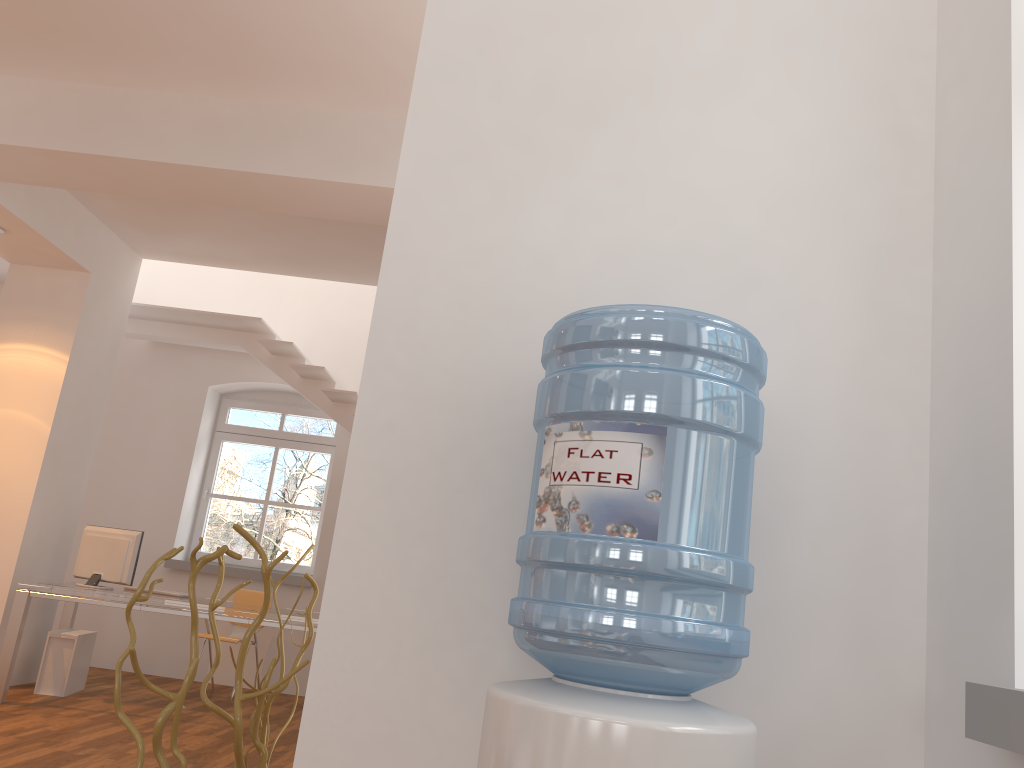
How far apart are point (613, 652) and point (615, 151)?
1.1 meters

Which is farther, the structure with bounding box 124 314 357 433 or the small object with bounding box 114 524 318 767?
the structure with bounding box 124 314 357 433

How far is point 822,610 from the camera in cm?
165

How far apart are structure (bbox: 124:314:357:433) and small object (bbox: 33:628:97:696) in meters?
2.5

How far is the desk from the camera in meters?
5.6 m

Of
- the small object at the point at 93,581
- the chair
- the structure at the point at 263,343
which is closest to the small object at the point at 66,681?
the small object at the point at 93,581

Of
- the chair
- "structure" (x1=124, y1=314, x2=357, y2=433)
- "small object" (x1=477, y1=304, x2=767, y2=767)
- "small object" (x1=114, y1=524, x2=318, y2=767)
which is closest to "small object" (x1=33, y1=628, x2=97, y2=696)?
the chair

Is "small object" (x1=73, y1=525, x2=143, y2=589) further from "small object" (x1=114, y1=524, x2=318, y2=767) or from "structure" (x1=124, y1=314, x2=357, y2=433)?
"small object" (x1=114, y1=524, x2=318, y2=767)

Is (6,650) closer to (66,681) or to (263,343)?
(66,681)

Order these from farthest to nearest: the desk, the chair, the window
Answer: the window → the chair → the desk
